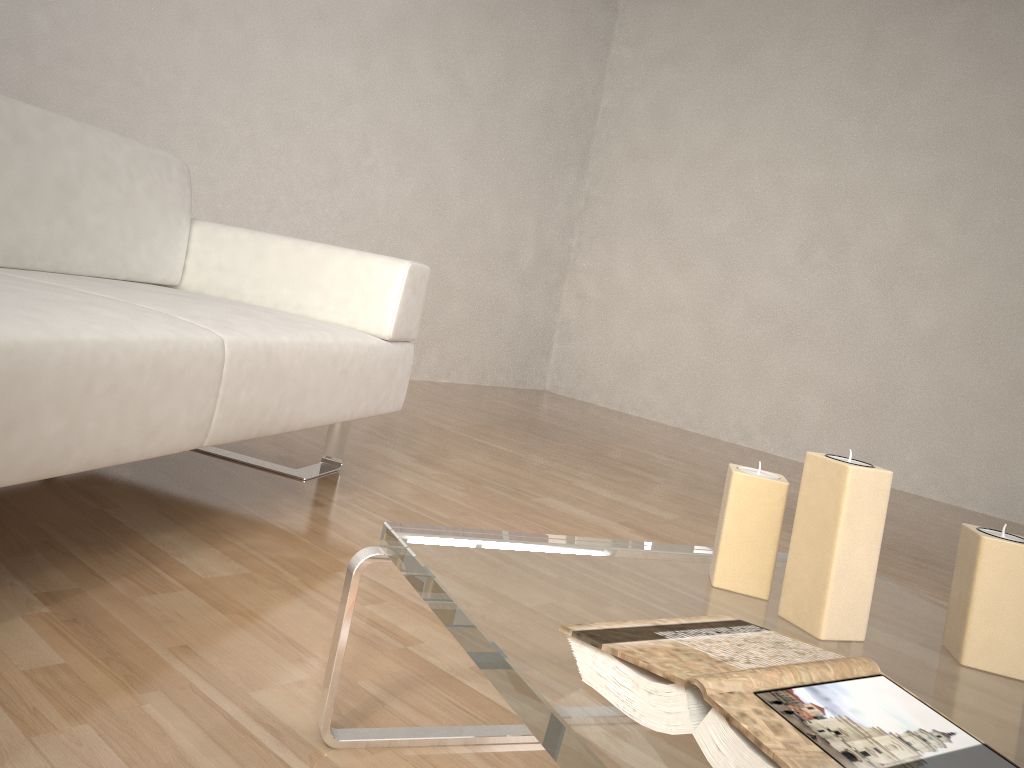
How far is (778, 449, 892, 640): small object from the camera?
0.9 meters

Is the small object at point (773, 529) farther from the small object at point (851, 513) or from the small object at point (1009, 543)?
the small object at point (1009, 543)

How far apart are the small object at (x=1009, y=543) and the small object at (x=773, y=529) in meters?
0.2

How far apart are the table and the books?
0.00m

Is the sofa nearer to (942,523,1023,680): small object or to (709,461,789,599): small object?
(709,461,789,599): small object

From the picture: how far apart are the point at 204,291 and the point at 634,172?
3.65m

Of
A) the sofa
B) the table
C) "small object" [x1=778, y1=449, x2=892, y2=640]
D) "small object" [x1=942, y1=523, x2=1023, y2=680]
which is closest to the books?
the table

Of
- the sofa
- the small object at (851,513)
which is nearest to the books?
the small object at (851,513)

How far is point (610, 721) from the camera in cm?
67

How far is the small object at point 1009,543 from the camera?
0.95m
